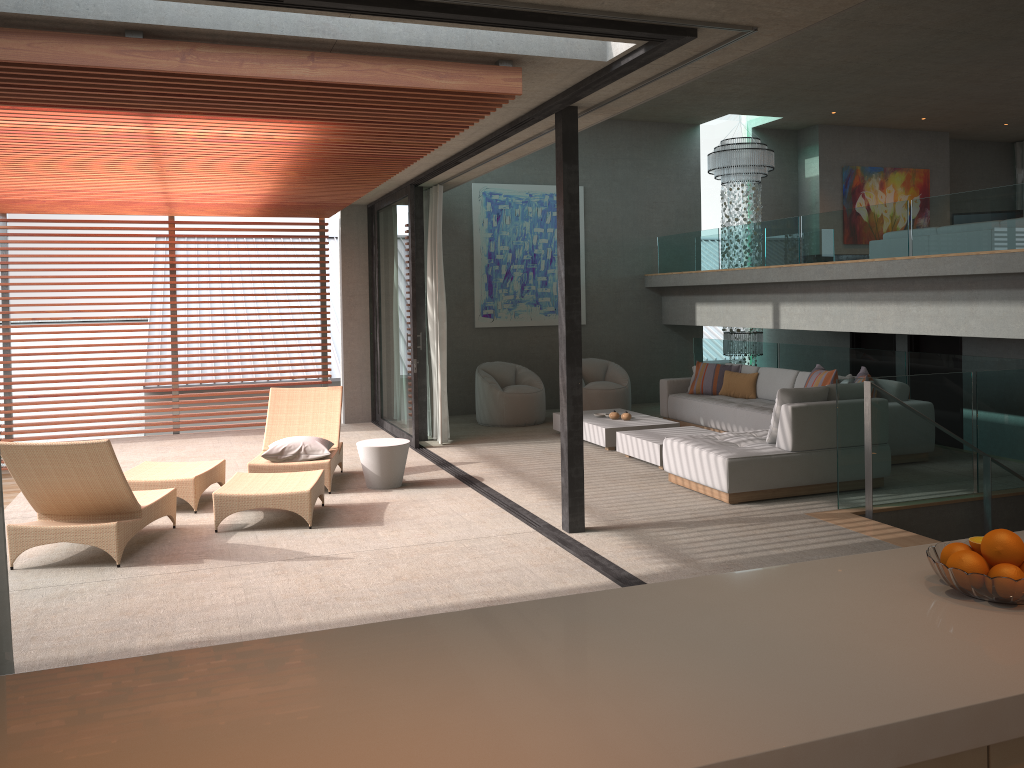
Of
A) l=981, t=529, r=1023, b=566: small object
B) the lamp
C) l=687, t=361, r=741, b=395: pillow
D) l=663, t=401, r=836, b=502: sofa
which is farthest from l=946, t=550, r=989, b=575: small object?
the lamp

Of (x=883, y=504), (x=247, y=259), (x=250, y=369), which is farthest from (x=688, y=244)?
(x=247, y=259)

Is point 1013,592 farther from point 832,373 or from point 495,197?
point 495,197

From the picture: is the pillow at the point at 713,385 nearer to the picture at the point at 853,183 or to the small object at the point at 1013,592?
Result: the picture at the point at 853,183

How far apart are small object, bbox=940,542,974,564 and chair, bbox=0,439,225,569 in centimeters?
484cm

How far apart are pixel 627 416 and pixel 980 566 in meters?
7.8

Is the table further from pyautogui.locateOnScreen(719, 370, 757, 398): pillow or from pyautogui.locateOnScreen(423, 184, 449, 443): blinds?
pyautogui.locateOnScreen(719, 370, 757, 398): pillow

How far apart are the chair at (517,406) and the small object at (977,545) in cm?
913

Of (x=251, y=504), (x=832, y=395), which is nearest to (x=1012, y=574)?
(x=251, y=504)

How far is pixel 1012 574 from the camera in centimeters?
204cm
